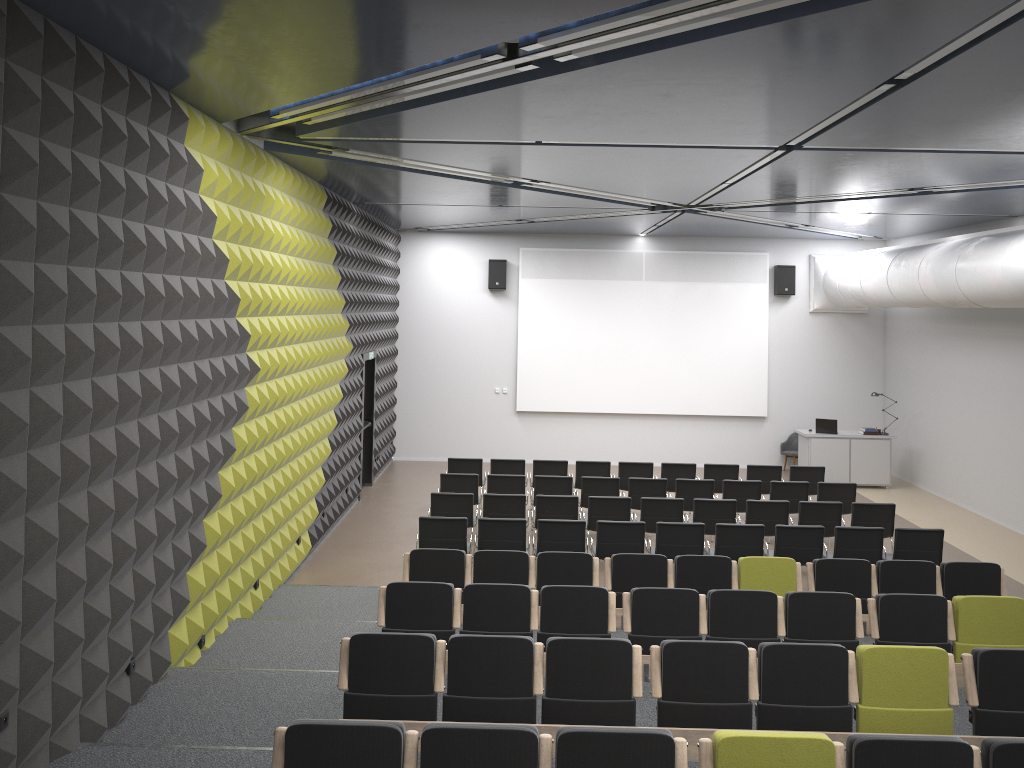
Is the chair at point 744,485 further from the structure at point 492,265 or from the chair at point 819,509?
the structure at point 492,265

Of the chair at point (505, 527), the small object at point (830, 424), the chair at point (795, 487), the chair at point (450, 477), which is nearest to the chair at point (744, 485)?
the chair at point (795, 487)

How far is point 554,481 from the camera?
12.8m

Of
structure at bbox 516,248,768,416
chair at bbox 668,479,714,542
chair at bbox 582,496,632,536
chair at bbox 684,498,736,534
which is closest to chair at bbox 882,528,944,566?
chair at bbox 684,498,736,534

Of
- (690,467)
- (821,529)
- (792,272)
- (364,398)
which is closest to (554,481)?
(690,467)

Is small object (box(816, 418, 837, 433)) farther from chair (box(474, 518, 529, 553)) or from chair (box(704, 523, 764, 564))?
chair (box(474, 518, 529, 553))

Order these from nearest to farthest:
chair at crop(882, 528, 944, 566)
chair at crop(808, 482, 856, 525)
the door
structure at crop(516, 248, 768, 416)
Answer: chair at crop(882, 528, 944, 566)
chair at crop(808, 482, 856, 525)
the door
structure at crop(516, 248, 768, 416)

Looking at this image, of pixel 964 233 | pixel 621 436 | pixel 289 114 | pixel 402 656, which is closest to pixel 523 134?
pixel 289 114

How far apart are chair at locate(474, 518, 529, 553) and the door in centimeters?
528cm

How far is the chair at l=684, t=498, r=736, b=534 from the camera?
11.4 meters
